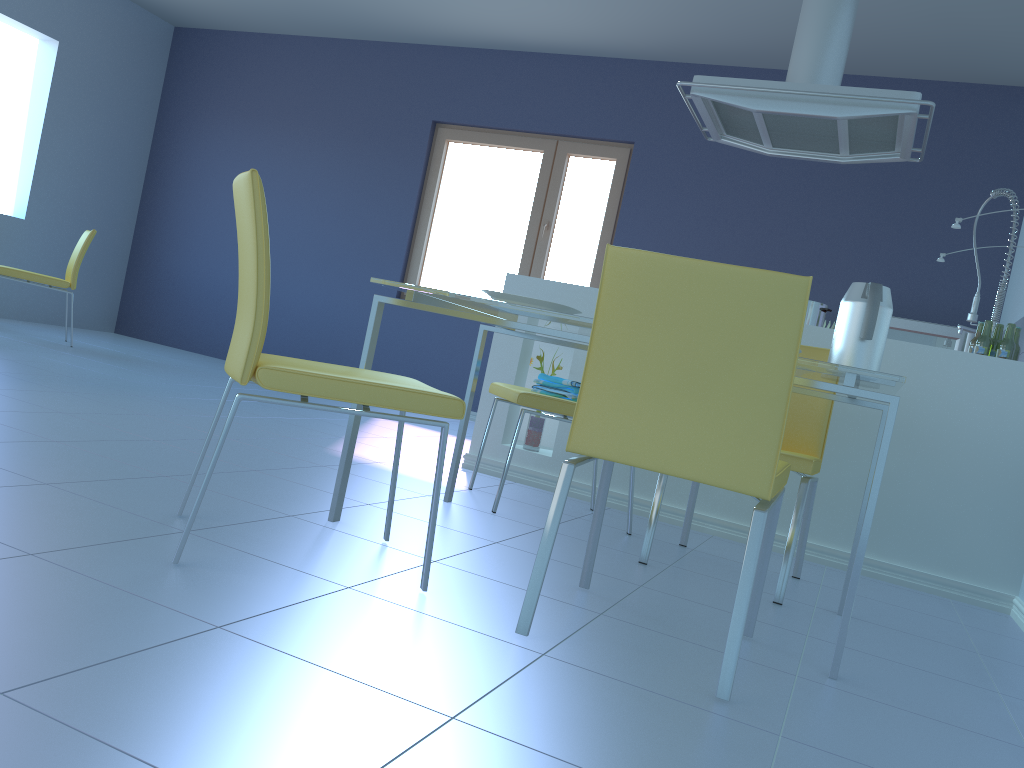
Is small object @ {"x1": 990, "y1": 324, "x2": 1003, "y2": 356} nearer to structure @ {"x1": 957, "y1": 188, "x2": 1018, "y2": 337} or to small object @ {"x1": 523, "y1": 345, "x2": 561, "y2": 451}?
structure @ {"x1": 957, "y1": 188, "x2": 1018, "y2": 337}

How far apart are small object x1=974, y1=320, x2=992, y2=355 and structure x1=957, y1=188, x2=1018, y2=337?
0.8 meters

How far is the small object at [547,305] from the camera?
2.0m

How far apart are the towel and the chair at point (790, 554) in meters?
0.5

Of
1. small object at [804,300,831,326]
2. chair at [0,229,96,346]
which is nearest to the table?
small object at [804,300,831,326]

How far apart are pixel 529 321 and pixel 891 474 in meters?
1.4 m

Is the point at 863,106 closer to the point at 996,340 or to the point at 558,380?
the point at 996,340

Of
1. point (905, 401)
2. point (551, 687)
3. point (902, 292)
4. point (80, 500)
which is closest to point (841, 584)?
point (905, 401)

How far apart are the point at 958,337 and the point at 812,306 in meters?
1.8 m

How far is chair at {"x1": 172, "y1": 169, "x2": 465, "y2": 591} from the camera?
1.5m
